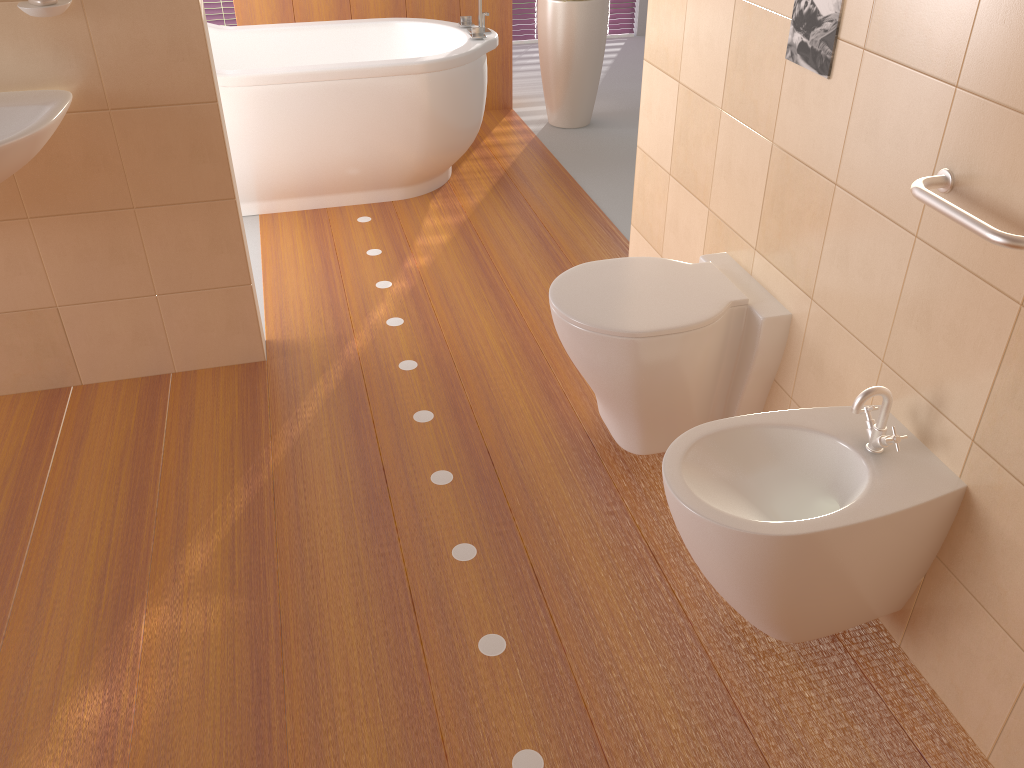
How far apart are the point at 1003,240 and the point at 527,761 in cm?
118

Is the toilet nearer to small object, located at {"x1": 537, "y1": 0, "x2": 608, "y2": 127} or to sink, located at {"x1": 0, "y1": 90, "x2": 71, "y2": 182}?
sink, located at {"x1": 0, "y1": 90, "x2": 71, "y2": 182}

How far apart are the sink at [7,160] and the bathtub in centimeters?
124cm

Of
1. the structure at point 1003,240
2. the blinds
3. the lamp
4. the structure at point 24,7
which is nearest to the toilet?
the lamp

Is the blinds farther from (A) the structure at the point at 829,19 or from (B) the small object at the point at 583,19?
(A) the structure at the point at 829,19

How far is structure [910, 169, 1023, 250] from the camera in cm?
131

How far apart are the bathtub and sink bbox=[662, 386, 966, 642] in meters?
2.3

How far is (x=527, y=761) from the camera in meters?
1.6

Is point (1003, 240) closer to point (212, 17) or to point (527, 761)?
point (527, 761)

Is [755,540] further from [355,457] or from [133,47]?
Result: [133,47]
